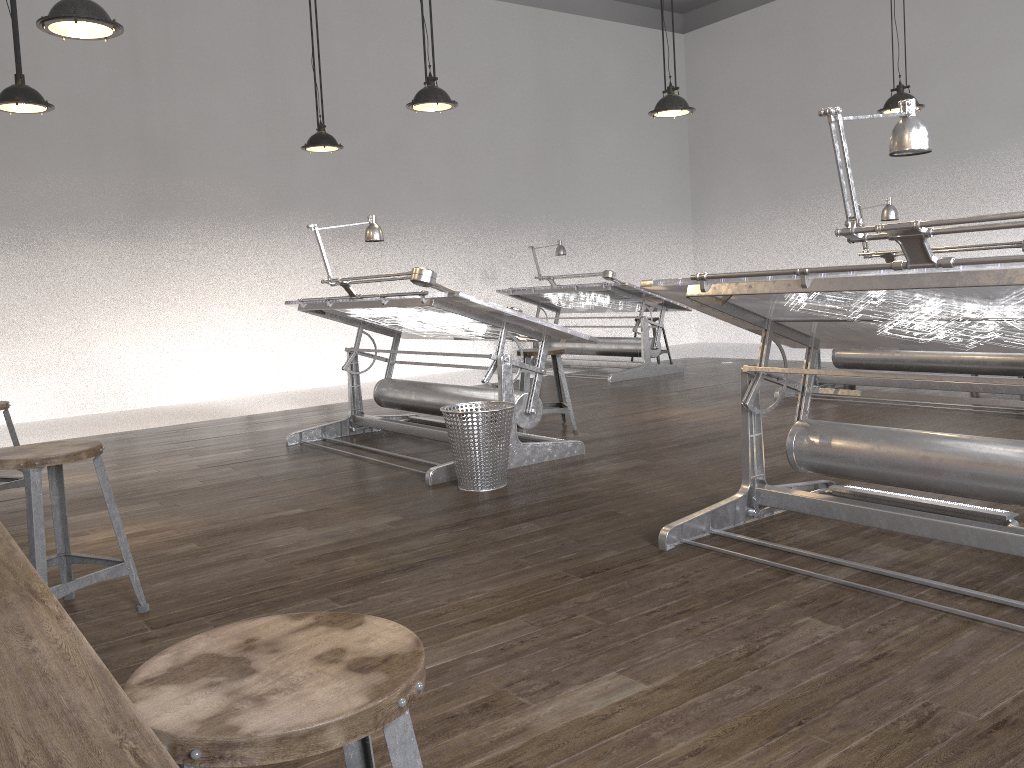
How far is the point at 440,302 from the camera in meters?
4.3 m

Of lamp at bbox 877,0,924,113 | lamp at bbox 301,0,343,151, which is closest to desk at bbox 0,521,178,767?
lamp at bbox 301,0,343,151

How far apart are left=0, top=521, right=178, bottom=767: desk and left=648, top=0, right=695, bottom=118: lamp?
5.29m

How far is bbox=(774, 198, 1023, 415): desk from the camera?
5.67m

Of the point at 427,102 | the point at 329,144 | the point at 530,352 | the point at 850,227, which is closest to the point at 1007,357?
the point at 530,352

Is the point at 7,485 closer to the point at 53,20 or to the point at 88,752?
the point at 53,20

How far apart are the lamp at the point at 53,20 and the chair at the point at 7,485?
1.7m

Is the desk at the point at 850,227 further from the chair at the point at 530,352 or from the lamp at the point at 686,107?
the lamp at the point at 686,107

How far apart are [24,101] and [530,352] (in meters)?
3.05

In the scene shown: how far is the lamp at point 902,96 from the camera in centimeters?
611cm
